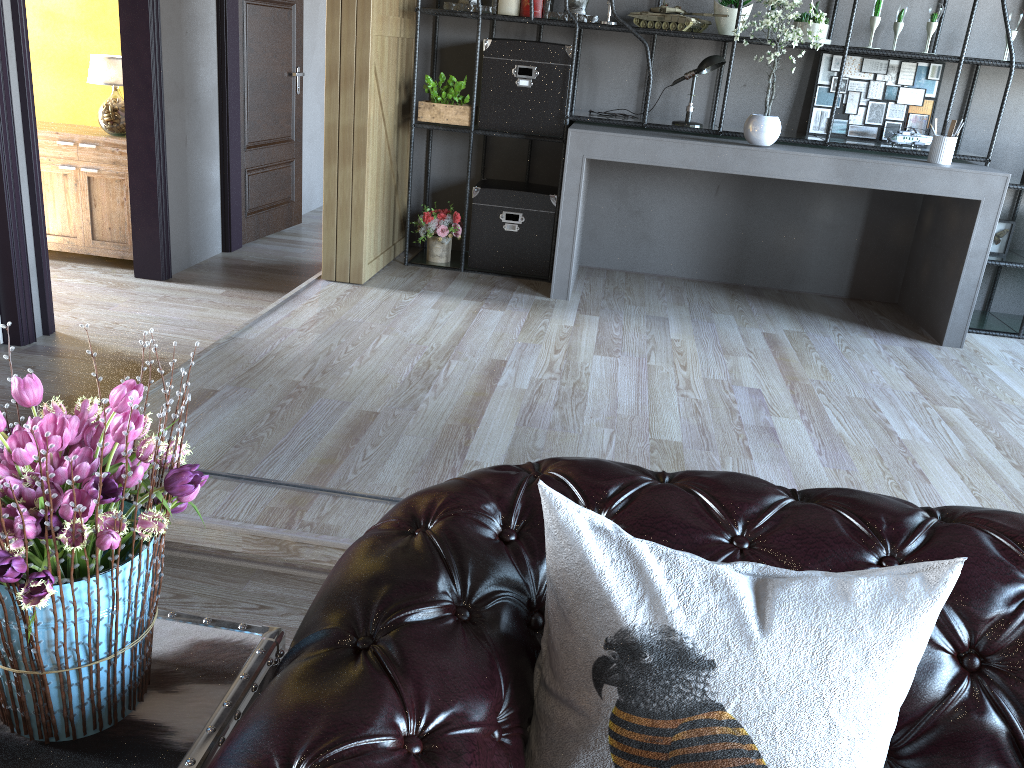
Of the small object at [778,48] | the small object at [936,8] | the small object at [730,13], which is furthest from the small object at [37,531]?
the small object at [936,8]

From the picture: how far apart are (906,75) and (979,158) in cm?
66

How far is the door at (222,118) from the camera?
5.56m

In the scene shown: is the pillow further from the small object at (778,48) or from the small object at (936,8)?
the small object at (936,8)

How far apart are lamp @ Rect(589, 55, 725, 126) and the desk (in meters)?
0.10

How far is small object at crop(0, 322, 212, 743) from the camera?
0.9m

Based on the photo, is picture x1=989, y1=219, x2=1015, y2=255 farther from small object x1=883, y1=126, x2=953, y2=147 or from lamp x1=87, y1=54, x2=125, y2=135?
lamp x1=87, y1=54, x2=125, y2=135

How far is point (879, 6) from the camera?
4.4 meters

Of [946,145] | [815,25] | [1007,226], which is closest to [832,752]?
[946,145]

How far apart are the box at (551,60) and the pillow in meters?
4.0 m
